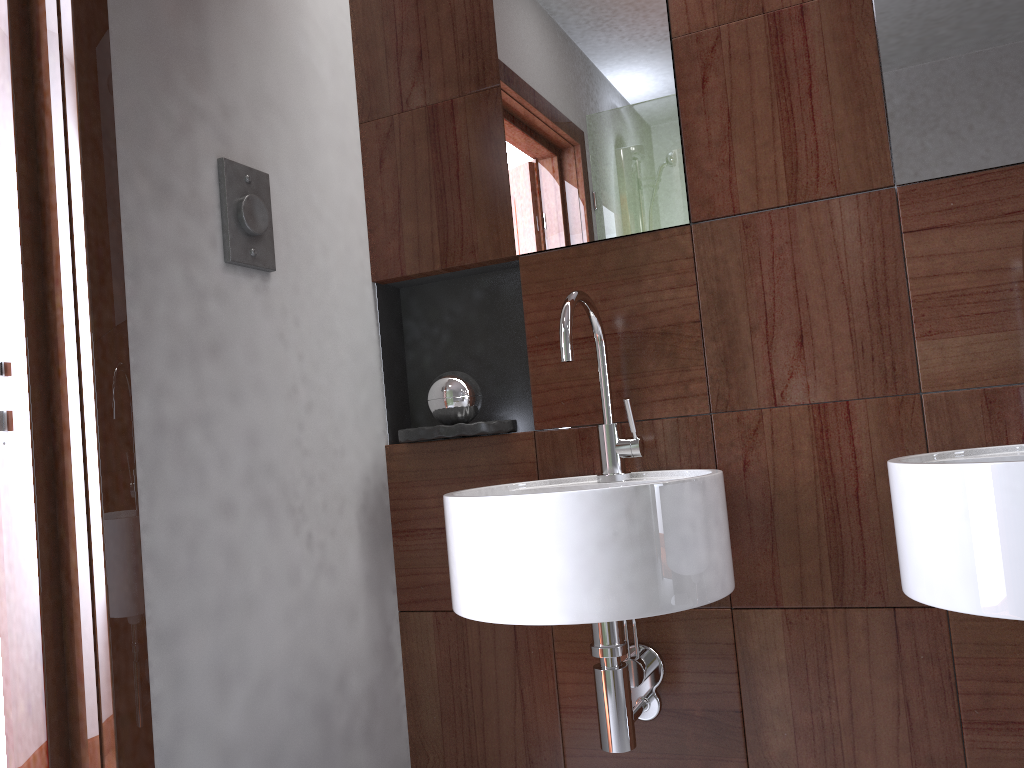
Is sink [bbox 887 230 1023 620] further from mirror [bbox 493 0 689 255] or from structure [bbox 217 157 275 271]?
structure [bbox 217 157 275 271]

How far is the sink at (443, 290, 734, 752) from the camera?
1.1m

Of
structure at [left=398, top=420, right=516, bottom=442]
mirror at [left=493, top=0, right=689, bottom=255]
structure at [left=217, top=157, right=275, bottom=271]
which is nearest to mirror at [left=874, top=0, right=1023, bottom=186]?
mirror at [left=493, top=0, right=689, bottom=255]

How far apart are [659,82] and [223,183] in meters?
0.7 m

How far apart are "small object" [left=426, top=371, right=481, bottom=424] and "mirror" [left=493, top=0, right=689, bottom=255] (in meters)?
0.25

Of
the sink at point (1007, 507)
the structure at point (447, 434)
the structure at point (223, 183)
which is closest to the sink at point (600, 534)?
the structure at point (447, 434)

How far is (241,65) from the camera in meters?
1.4 m

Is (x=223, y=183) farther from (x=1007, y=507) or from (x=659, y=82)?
(x=1007, y=507)

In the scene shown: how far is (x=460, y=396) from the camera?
1.59m

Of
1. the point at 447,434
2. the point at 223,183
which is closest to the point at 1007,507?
the point at 447,434
